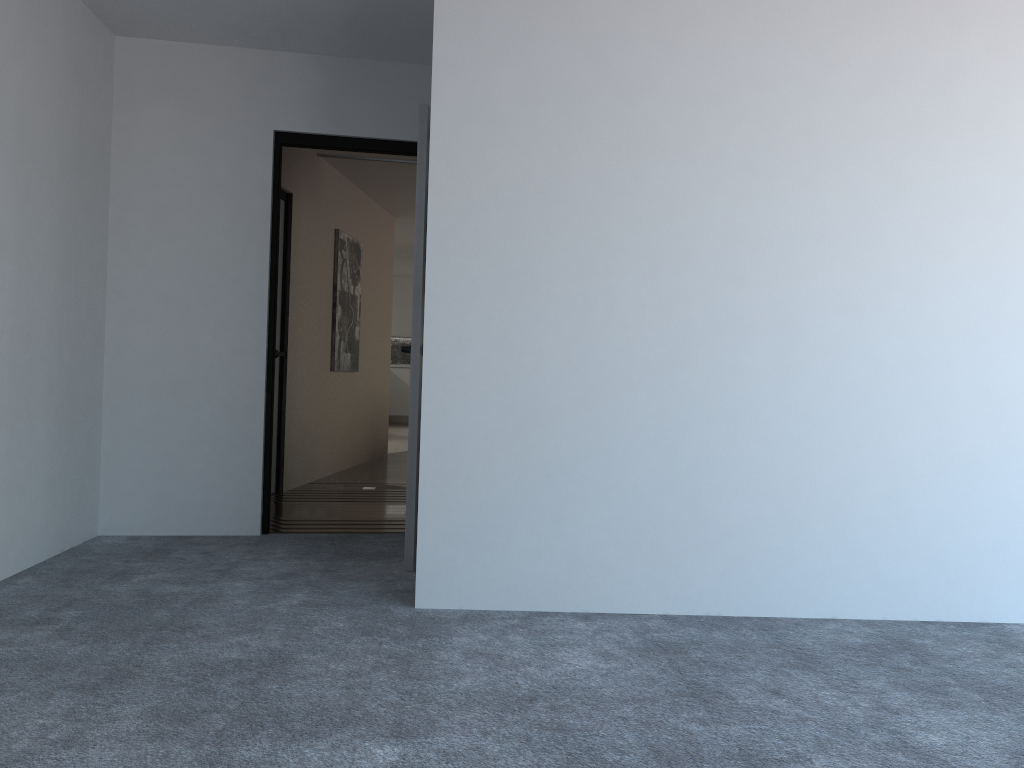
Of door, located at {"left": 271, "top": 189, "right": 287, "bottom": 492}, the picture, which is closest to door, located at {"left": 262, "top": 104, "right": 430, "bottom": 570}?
door, located at {"left": 271, "top": 189, "right": 287, "bottom": 492}

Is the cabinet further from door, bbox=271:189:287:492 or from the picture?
door, bbox=271:189:287:492

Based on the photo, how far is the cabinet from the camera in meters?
15.0 m

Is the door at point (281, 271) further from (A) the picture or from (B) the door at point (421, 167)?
(B) the door at point (421, 167)

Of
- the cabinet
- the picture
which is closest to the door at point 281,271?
the picture

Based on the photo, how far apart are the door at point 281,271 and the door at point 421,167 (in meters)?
1.48

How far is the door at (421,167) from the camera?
3.9 meters

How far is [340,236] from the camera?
7.4m

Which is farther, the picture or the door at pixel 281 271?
the picture

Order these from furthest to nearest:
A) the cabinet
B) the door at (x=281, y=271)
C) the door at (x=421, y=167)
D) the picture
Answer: the cabinet, the picture, the door at (x=281, y=271), the door at (x=421, y=167)
